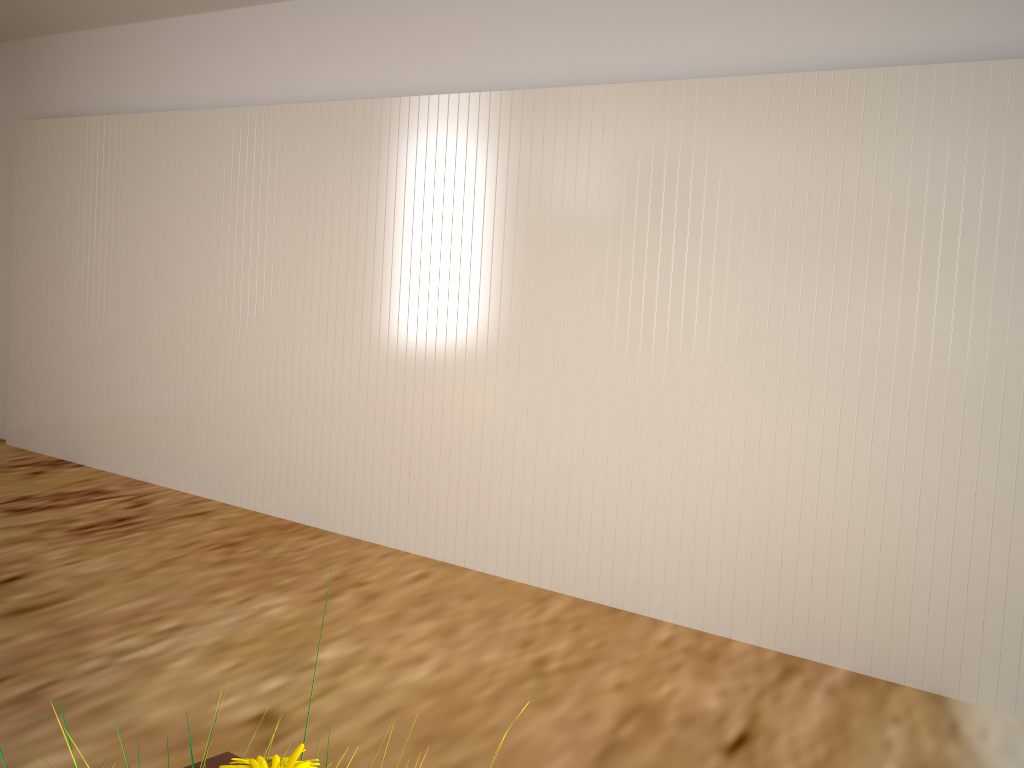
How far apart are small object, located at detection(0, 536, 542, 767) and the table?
0.4 meters

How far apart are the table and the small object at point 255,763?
0.4 meters

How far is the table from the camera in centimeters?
86cm

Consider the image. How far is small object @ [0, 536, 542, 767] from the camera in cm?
49

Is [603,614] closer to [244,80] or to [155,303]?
[155,303]

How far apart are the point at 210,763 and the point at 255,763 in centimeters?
43cm

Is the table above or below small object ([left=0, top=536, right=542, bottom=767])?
below

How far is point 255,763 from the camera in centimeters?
49cm

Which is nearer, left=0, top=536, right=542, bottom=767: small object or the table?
left=0, top=536, right=542, bottom=767: small object
